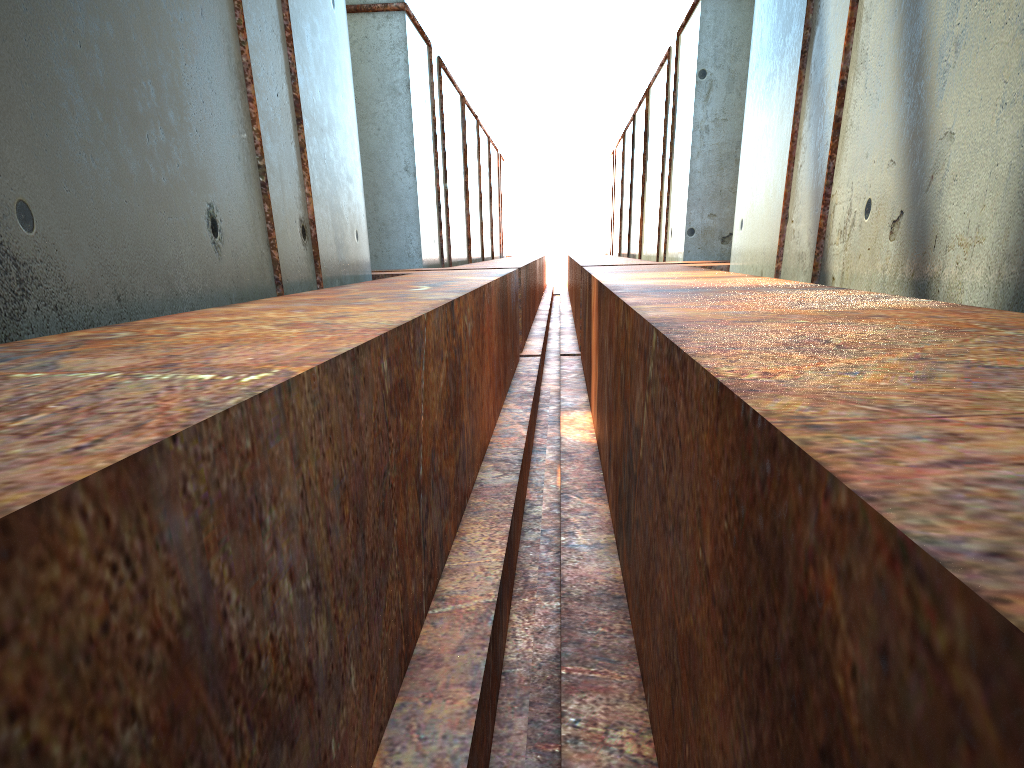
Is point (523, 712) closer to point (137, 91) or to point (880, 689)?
point (880, 689)

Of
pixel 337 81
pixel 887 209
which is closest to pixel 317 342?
pixel 887 209
